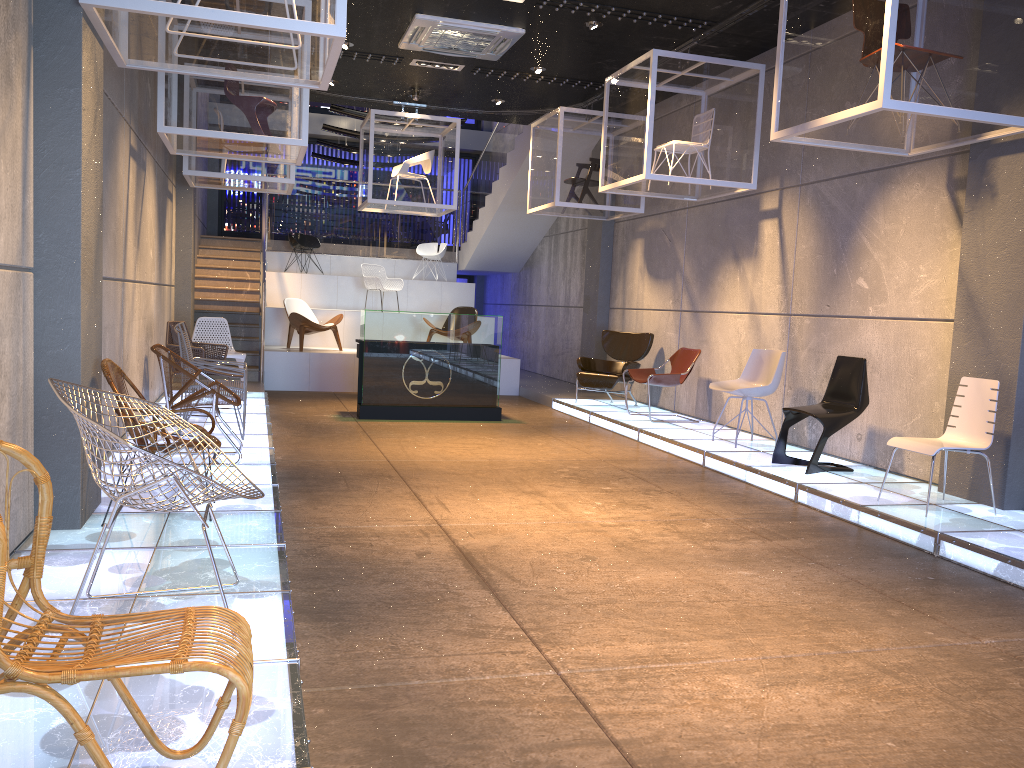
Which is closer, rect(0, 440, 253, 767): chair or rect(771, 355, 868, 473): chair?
rect(0, 440, 253, 767): chair

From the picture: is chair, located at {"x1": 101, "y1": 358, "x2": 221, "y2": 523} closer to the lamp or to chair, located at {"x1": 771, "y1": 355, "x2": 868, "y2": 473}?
chair, located at {"x1": 771, "y1": 355, "x2": 868, "y2": 473}

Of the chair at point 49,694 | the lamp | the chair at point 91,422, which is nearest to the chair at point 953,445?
the chair at point 91,422

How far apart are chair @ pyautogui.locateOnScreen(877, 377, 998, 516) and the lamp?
4.8m

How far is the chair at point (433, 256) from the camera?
16.6 meters

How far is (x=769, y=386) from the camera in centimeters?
803cm

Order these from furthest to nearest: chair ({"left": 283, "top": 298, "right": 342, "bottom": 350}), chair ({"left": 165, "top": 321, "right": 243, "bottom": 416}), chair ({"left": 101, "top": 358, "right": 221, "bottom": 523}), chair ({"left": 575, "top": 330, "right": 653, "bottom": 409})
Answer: chair ({"left": 283, "top": 298, "right": 342, "bottom": 350})
chair ({"left": 575, "top": 330, "right": 653, "bottom": 409})
chair ({"left": 165, "top": 321, "right": 243, "bottom": 416})
chair ({"left": 101, "top": 358, "right": 221, "bottom": 523})

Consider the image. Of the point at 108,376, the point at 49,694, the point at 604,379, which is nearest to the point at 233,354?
the point at 604,379

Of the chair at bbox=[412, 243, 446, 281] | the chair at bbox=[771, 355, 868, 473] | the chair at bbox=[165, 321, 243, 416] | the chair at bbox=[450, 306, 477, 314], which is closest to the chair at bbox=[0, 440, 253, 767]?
the chair at bbox=[771, 355, 868, 473]

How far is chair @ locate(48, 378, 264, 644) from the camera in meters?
2.7
